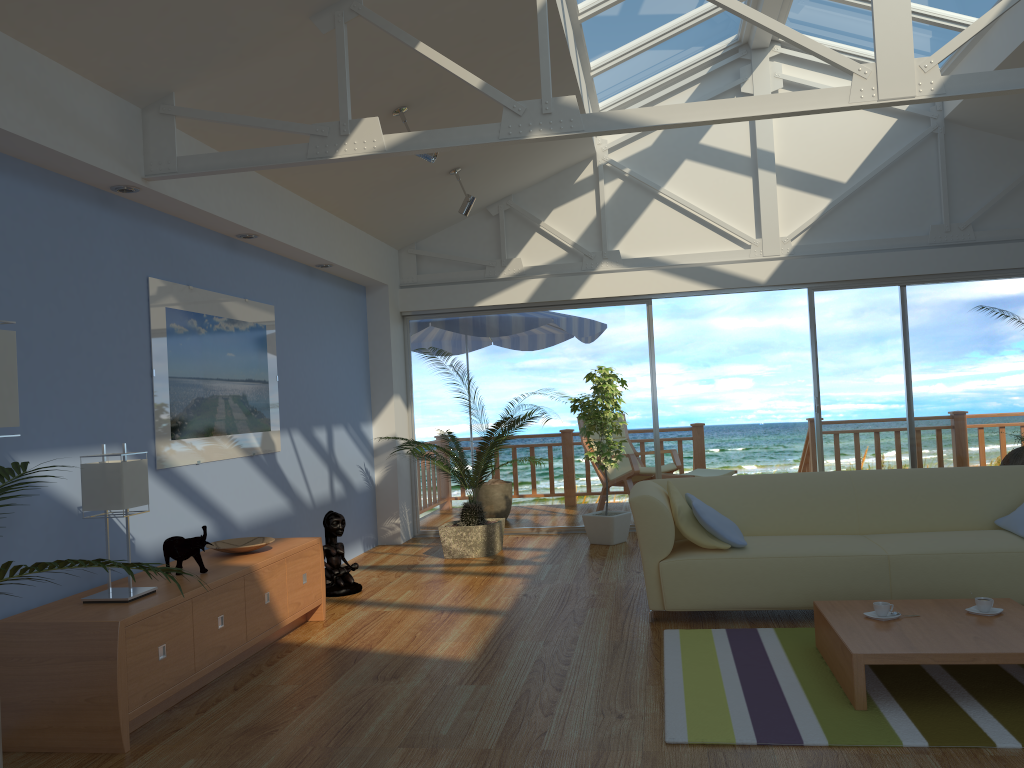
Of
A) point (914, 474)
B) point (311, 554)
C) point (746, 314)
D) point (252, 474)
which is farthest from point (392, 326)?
point (746, 314)

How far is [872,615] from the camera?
3.5 meters

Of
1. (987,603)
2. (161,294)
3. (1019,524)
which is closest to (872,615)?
(987,603)

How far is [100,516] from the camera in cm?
386

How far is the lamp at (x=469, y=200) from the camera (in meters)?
6.49

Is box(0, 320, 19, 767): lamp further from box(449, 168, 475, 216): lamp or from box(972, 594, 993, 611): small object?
box(449, 168, 475, 216): lamp

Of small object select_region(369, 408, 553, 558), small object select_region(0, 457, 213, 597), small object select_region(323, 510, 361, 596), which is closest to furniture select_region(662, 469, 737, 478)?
small object select_region(369, 408, 553, 558)

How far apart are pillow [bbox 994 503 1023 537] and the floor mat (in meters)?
1.05

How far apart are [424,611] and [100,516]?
1.9 meters

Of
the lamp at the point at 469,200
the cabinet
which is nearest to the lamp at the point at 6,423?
the cabinet
